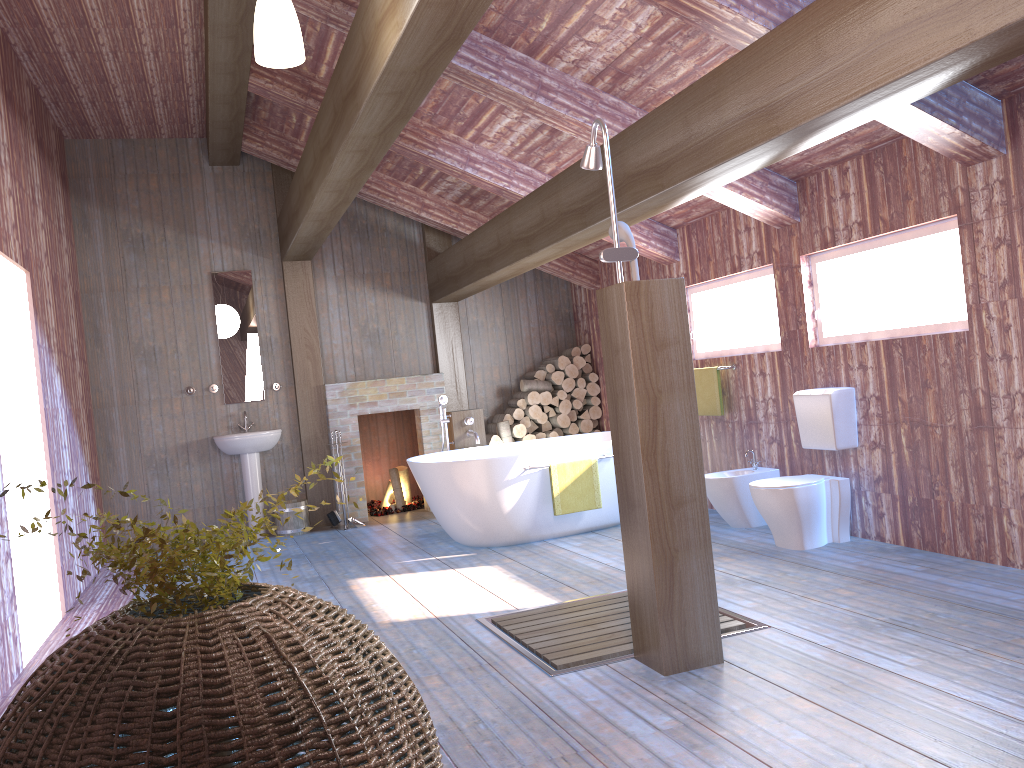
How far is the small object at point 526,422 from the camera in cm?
851

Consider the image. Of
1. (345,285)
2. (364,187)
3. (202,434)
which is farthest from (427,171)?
(202,434)

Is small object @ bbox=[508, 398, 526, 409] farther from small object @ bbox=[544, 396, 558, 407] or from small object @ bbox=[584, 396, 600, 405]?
small object @ bbox=[584, 396, 600, 405]

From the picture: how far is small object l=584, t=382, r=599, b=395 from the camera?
8.7m

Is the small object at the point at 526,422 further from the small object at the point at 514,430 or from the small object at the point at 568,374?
the small object at the point at 568,374

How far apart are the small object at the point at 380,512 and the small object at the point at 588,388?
2.0 meters

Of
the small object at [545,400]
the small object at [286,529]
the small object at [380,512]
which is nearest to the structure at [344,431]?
the small object at [380,512]

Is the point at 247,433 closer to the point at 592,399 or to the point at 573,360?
the point at 573,360

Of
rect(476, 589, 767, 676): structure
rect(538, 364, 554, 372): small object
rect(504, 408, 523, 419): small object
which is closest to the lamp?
rect(476, 589, 767, 676): structure

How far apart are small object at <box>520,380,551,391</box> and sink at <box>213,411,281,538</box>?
2.3m
